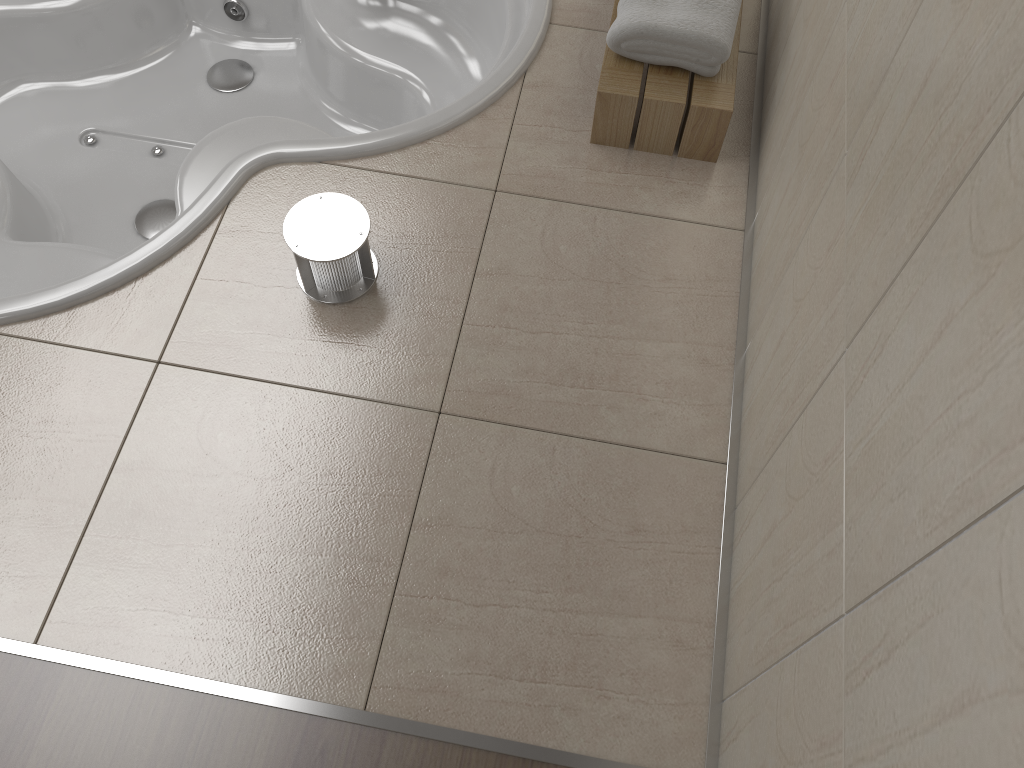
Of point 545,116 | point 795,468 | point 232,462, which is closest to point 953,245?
point 795,468

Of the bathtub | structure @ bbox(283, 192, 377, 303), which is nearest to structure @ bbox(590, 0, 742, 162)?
the bathtub

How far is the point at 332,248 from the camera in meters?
1.5

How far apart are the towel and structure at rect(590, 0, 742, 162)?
0.0 meters

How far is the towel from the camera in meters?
1.6 m

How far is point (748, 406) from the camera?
1.48m

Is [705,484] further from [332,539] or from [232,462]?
[232,462]

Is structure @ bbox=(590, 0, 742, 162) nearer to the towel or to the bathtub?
the towel

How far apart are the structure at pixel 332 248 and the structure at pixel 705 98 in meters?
0.5

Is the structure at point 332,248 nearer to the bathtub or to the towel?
the bathtub
